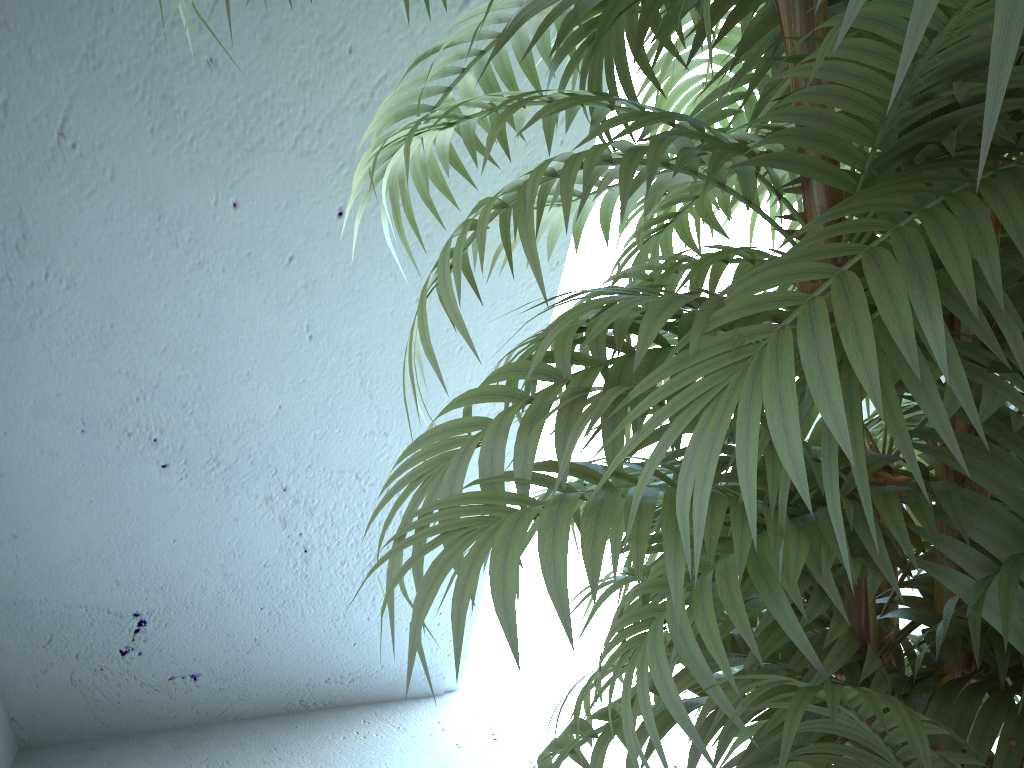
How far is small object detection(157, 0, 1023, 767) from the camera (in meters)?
0.43

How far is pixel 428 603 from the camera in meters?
0.4

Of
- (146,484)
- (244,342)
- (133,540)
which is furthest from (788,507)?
(133,540)

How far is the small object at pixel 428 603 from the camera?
0.4 meters
